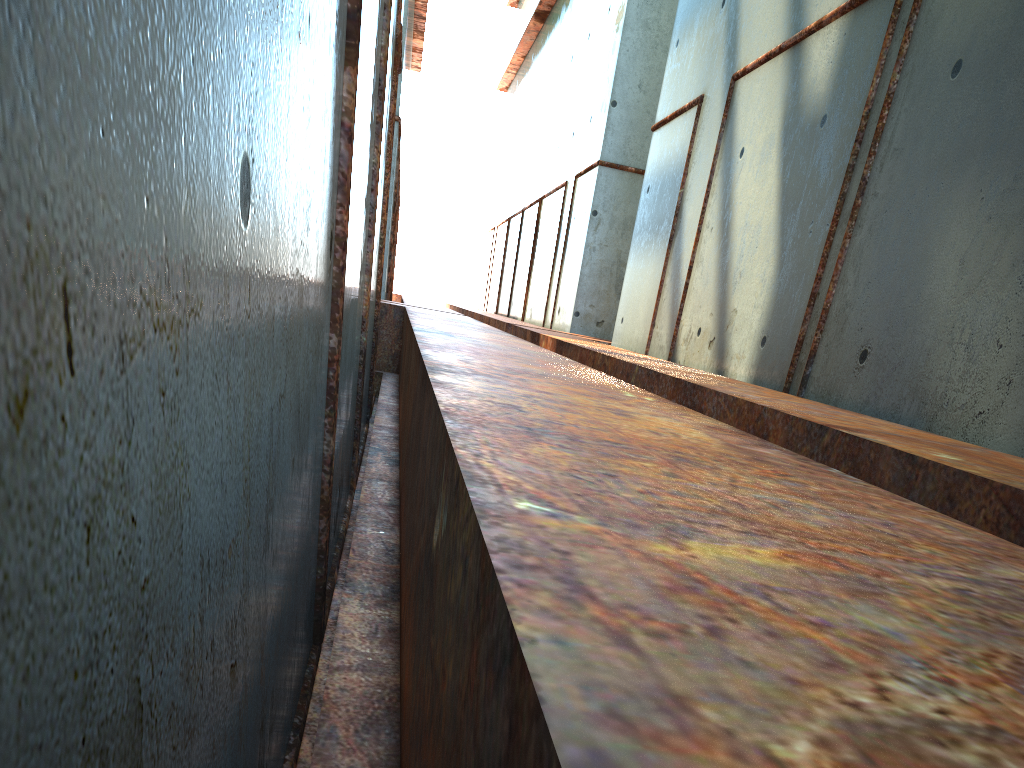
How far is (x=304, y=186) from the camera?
2.9 meters

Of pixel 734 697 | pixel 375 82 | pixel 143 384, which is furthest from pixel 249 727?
pixel 375 82
